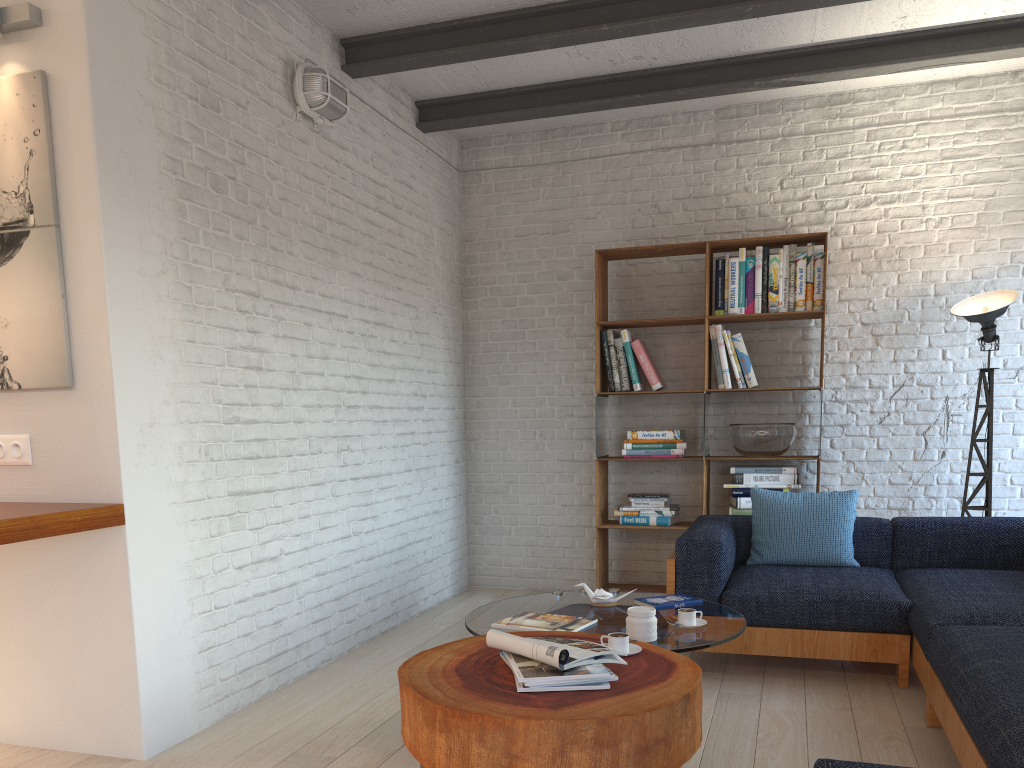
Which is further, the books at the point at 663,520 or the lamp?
the books at the point at 663,520

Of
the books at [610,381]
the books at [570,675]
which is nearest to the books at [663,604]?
the books at [570,675]

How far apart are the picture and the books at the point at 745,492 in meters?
3.7 m

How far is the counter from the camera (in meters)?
2.53

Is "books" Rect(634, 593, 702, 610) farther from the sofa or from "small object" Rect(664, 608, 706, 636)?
the sofa

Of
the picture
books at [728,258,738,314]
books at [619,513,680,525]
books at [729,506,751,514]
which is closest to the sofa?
books at [729,506,751,514]

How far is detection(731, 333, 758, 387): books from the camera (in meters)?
5.22

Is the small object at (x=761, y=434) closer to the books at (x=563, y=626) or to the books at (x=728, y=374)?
the books at (x=728, y=374)

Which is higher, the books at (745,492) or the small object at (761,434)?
the small object at (761,434)

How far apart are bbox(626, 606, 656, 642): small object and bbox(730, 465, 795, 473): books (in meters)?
2.48
